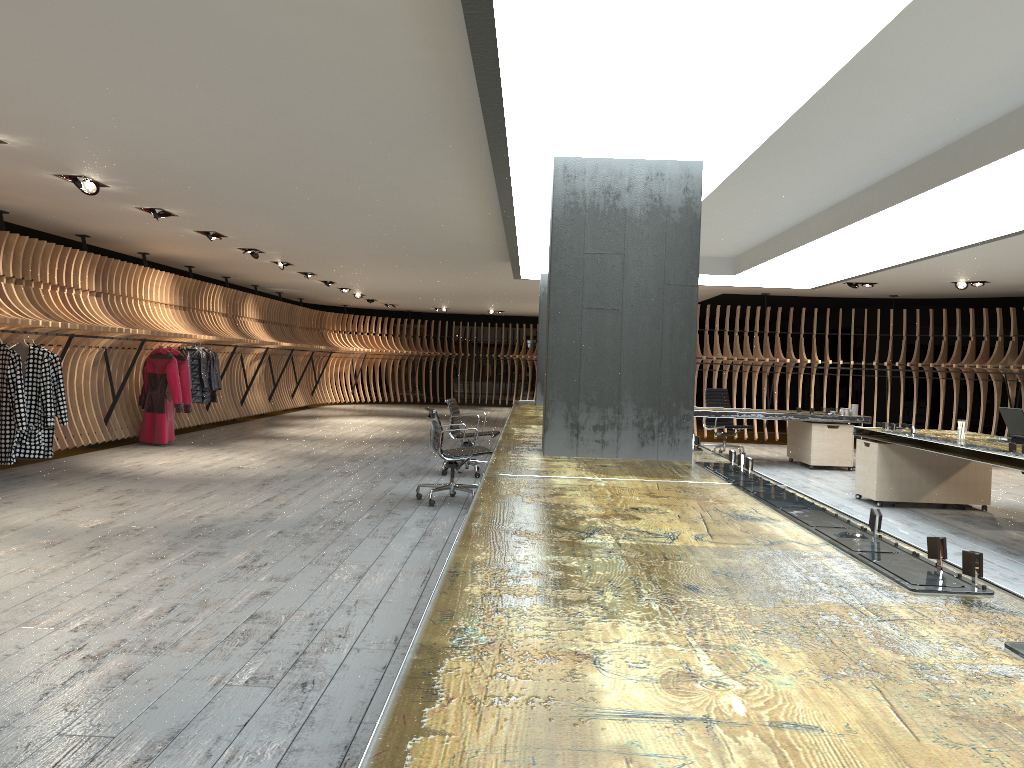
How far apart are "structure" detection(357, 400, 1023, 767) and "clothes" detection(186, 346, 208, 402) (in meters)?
4.87

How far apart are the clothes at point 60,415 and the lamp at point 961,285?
12.34m

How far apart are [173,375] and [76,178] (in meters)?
4.65

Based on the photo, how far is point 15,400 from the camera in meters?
8.3 m

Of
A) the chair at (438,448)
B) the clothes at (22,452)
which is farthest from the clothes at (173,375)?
the chair at (438,448)

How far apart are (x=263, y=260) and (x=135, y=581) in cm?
964

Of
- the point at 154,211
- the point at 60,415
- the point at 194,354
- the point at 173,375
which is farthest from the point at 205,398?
the point at 154,211

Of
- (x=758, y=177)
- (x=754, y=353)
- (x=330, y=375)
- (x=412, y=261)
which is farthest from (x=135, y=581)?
(x=330, y=375)

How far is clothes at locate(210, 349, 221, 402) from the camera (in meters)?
13.90

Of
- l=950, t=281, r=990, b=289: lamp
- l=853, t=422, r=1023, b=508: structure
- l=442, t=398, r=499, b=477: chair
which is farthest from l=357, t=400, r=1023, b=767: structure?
l=950, t=281, r=990, b=289: lamp
